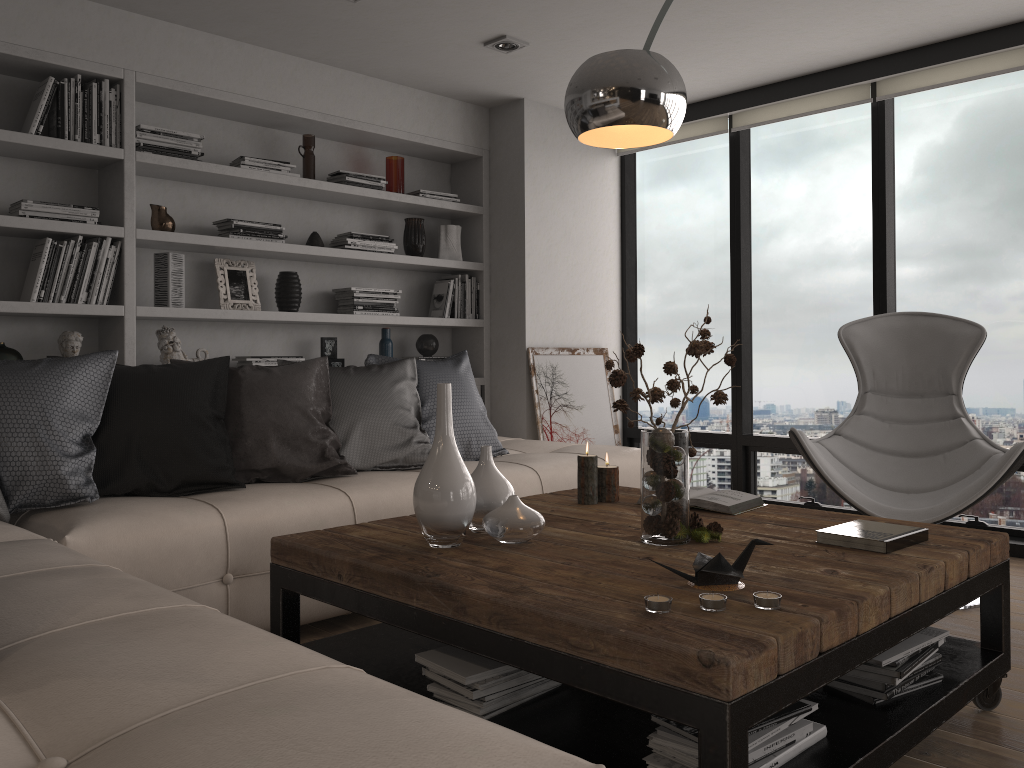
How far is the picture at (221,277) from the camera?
4.3m

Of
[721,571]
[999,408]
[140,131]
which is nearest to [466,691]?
[721,571]

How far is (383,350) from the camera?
4.93m

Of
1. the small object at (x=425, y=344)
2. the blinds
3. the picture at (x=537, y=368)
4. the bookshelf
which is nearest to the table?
the bookshelf

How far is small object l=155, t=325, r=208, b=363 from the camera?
4.1 meters

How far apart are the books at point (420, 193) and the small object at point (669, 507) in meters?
2.9 m

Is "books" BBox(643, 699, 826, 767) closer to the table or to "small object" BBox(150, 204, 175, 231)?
the table

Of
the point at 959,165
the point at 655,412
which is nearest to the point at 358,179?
the point at 655,412

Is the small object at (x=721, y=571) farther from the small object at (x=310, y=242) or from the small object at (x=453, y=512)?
the small object at (x=310, y=242)

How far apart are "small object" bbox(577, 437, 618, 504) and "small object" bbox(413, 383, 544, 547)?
0.5m
